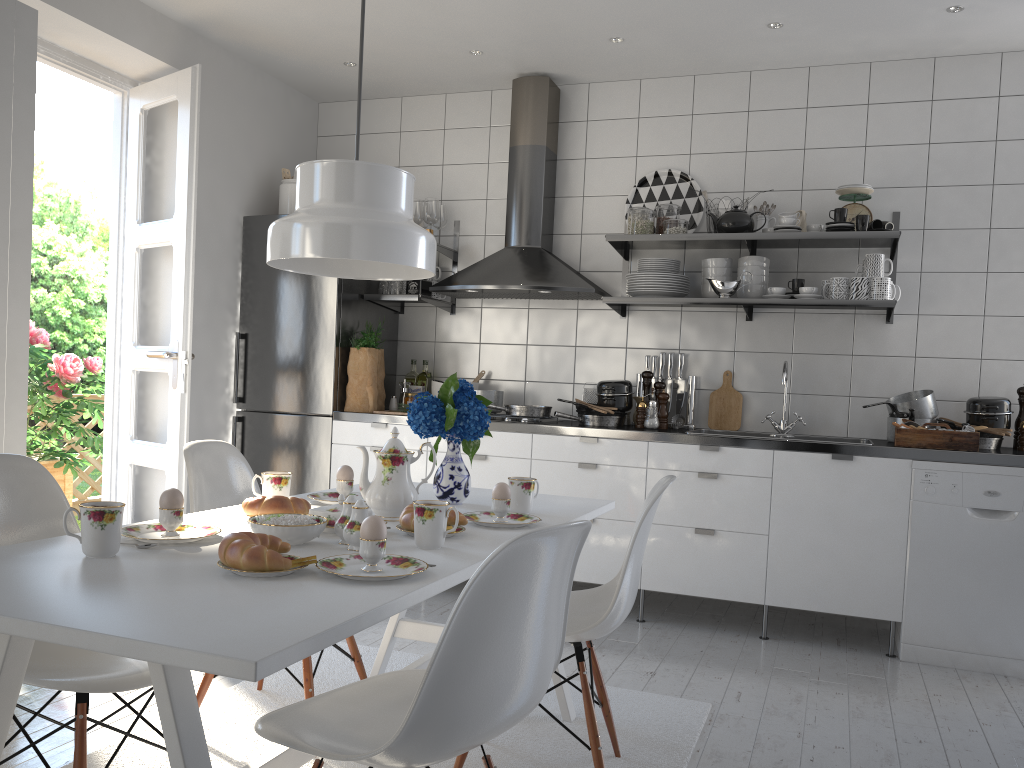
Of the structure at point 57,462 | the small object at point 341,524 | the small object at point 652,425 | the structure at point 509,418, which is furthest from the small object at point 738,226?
the structure at point 57,462

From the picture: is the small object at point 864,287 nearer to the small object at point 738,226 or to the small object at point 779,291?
the small object at point 779,291

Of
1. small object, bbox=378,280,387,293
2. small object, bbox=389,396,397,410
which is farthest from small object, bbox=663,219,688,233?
small object, bbox=389,396,397,410

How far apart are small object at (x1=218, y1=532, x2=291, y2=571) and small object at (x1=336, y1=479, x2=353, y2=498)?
0.8 meters

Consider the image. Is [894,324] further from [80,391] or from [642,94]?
[80,391]

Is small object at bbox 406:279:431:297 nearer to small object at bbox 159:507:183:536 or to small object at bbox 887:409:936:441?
small object at bbox 887:409:936:441

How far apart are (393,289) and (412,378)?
0.5m

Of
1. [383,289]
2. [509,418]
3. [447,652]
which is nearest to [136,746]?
[447,652]

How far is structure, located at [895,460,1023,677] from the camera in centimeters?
332cm

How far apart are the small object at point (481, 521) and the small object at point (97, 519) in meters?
0.8
